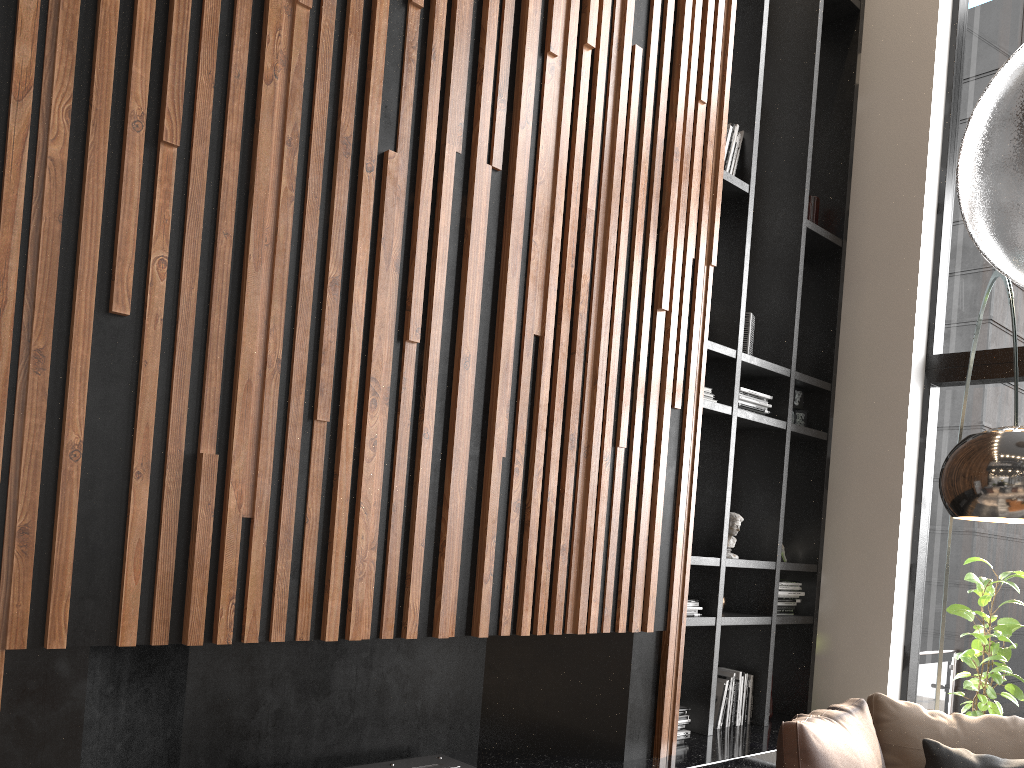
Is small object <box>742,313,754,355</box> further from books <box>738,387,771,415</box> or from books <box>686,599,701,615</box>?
books <box>686,599,701,615</box>

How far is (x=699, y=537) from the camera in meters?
4.3

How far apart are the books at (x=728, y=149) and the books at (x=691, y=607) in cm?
215

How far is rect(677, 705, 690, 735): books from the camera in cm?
406

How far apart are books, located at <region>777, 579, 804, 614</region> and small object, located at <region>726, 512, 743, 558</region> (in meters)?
0.44

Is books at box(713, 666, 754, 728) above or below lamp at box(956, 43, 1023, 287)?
below

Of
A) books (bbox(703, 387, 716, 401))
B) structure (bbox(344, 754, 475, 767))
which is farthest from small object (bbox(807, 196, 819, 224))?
structure (bbox(344, 754, 475, 767))

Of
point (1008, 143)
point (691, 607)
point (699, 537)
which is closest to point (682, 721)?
point (691, 607)

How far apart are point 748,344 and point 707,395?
0.55m

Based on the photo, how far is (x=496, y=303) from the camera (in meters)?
3.13
